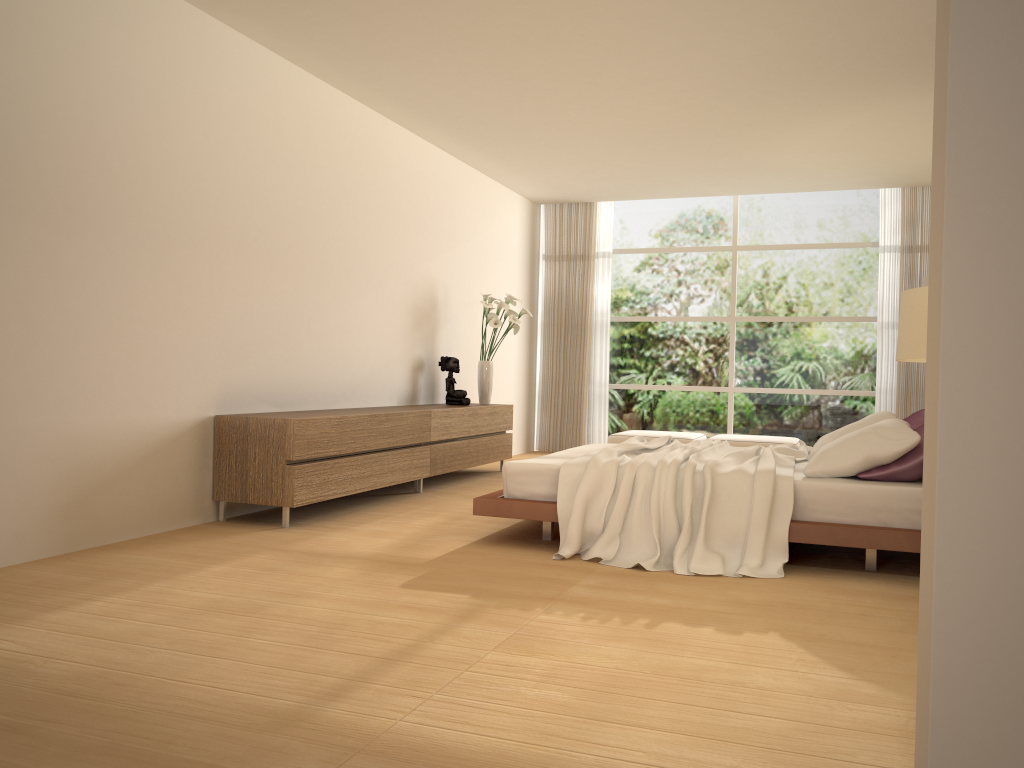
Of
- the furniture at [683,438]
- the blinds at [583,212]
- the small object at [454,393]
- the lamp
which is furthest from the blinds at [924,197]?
the lamp

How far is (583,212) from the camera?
10.9m

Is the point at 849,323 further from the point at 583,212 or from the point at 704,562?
the point at 704,562

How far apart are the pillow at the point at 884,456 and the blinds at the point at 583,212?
5.29m

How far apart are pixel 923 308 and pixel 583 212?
8.42m

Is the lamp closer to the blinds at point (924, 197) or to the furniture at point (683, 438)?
the furniture at point (683, 438)

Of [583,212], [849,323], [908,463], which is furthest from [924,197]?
[908,463]

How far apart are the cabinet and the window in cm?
271

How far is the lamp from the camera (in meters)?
2.71

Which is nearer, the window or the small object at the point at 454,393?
the small object at the point at 454,393
